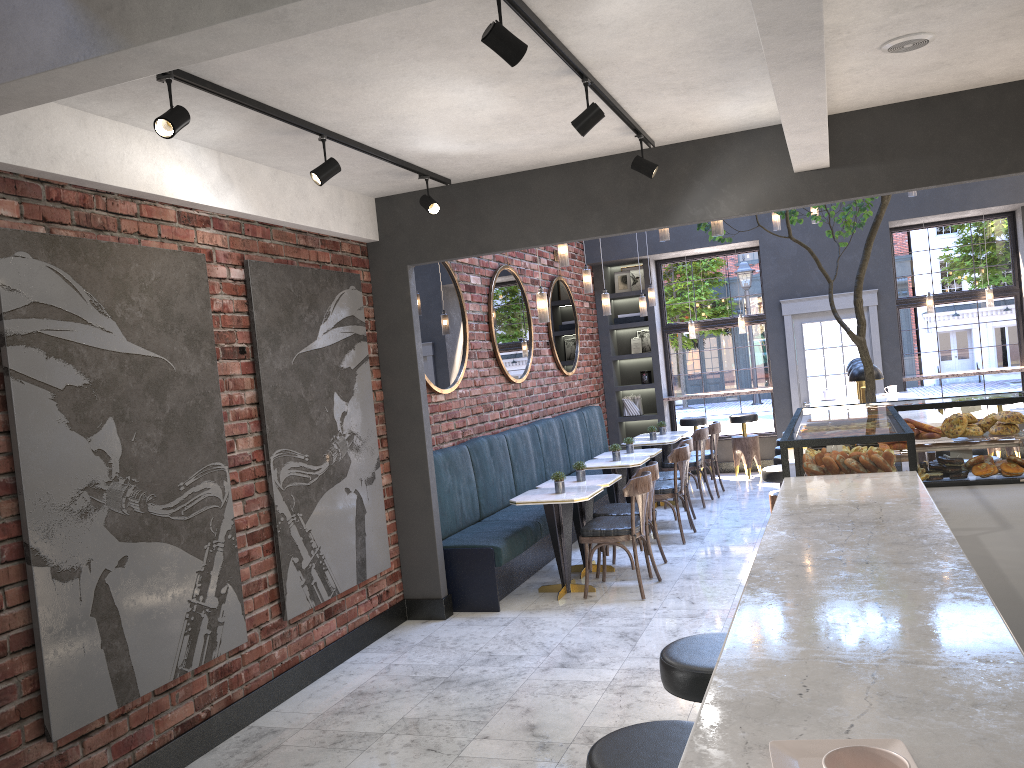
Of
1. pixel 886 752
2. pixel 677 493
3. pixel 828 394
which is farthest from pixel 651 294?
pixel 886 752

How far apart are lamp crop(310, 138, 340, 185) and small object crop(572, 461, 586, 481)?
3.47m

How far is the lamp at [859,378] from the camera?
7.0m

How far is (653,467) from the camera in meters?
6.9 m

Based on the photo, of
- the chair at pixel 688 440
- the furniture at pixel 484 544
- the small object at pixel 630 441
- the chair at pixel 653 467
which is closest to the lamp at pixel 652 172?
the chair at pixel 653 467

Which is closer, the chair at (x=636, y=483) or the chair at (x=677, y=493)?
the chair at (x=636, y=483)

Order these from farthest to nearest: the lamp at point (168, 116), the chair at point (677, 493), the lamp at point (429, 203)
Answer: the chair at point (677, 493) < the lamp at point (429, 203) < the lamp at point (168, 116)

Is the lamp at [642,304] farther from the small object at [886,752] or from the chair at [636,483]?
the small object at [886,752]

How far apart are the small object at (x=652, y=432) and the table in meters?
0.1 m

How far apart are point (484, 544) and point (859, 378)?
3.2m
